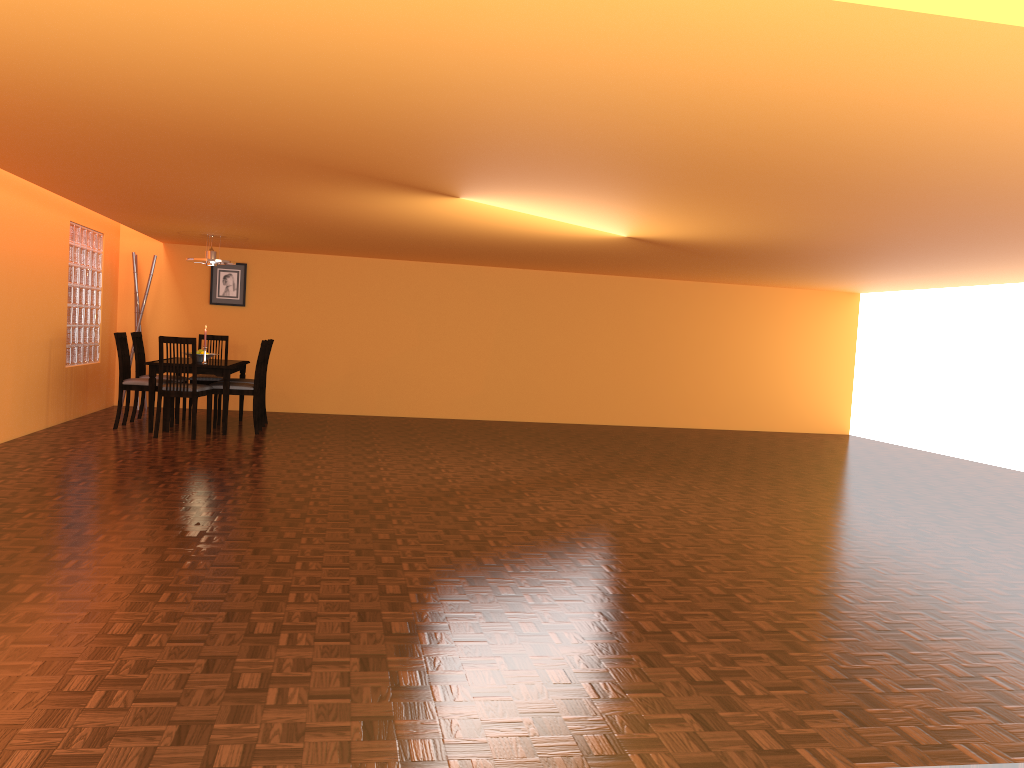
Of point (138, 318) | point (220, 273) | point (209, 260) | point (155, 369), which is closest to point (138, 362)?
point (155, 369)

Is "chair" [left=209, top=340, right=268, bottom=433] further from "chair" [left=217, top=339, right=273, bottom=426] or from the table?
"chair" [left=217, top=339, right=273, bottom=426]

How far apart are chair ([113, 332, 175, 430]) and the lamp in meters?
1.0 m

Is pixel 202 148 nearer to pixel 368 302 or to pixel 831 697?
pixel 831 697

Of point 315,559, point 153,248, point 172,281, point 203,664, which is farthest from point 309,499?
point 153,248

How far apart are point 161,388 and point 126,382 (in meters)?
0.57

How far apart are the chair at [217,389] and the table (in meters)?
0.13

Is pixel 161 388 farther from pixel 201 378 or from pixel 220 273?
pixel 220 273

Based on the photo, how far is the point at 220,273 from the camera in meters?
9.3

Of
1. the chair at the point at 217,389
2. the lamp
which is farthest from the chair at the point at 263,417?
the lamp
